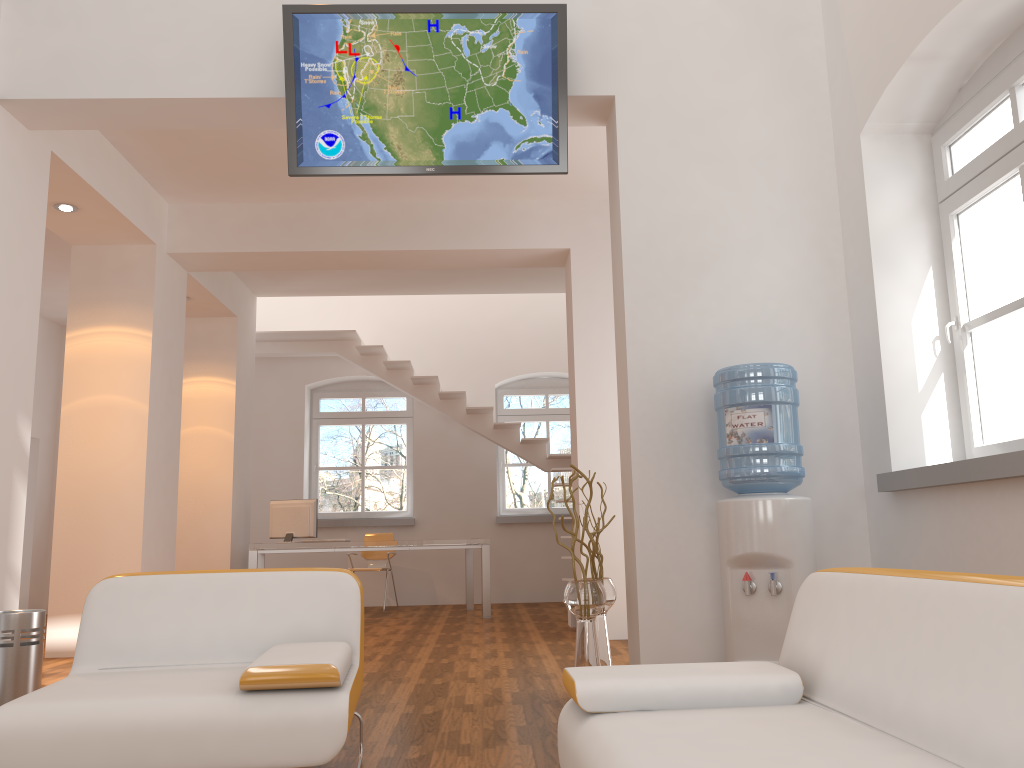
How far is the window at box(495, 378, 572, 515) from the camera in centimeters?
1089cm

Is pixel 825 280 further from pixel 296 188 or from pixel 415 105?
pixel 296 188

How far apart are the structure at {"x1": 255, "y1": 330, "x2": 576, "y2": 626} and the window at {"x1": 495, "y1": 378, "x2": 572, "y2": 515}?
0.95m

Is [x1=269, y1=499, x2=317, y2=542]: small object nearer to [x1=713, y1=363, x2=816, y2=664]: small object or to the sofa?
[x1=713, y1=363, x2=816, y2=664]: small object

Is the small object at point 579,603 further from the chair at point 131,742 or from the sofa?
the sofa

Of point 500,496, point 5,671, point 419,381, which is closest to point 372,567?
point 500,496

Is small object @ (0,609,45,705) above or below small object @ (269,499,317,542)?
below

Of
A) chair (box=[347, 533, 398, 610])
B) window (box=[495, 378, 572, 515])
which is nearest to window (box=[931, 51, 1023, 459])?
chair (box=[347, 533, 398, 610])

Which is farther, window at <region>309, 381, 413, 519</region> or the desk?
window at <region>309, 381, 413, 519</region>

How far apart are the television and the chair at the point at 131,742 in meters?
2.1 m
